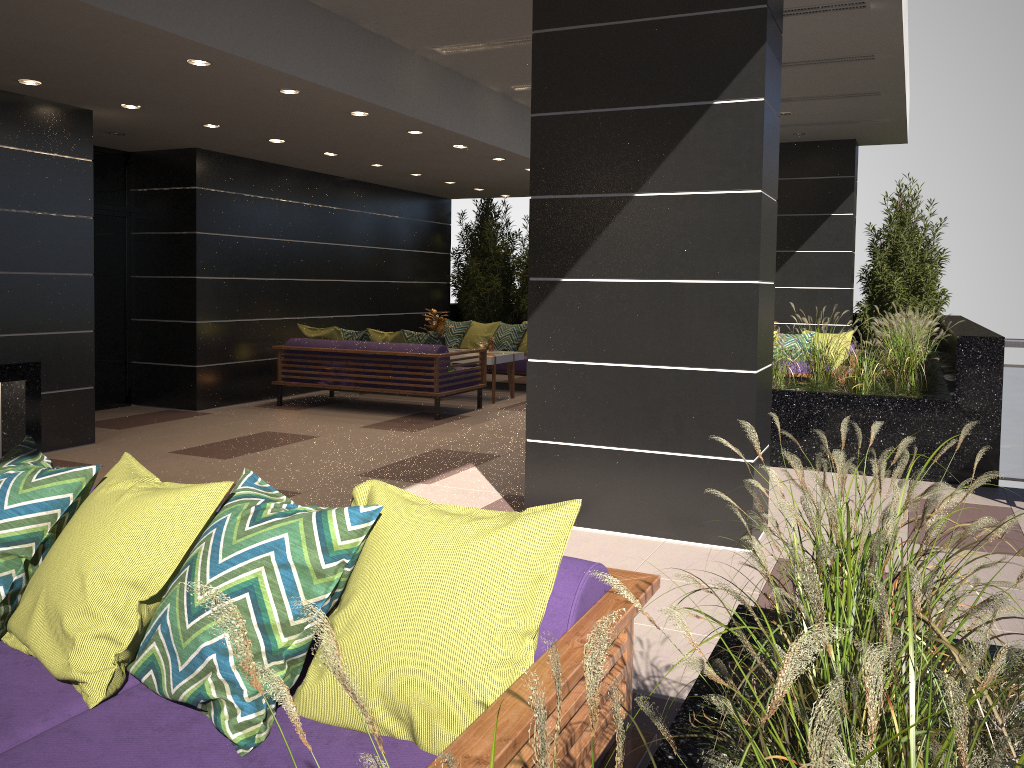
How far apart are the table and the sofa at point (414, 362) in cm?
33

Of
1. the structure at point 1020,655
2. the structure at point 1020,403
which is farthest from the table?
the structure at point 1020,403

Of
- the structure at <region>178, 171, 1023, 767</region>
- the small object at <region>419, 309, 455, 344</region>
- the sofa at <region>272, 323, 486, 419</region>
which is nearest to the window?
the sofa at <region>272, 323, 486, 419</region>

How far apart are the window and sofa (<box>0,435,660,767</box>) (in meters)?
7.24

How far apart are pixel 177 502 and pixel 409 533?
0.6m

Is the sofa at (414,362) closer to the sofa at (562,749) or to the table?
the table

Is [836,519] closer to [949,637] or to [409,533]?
[949,637]

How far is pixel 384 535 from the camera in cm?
197

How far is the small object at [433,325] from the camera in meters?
10.9 m

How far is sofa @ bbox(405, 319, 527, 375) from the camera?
11.9m
